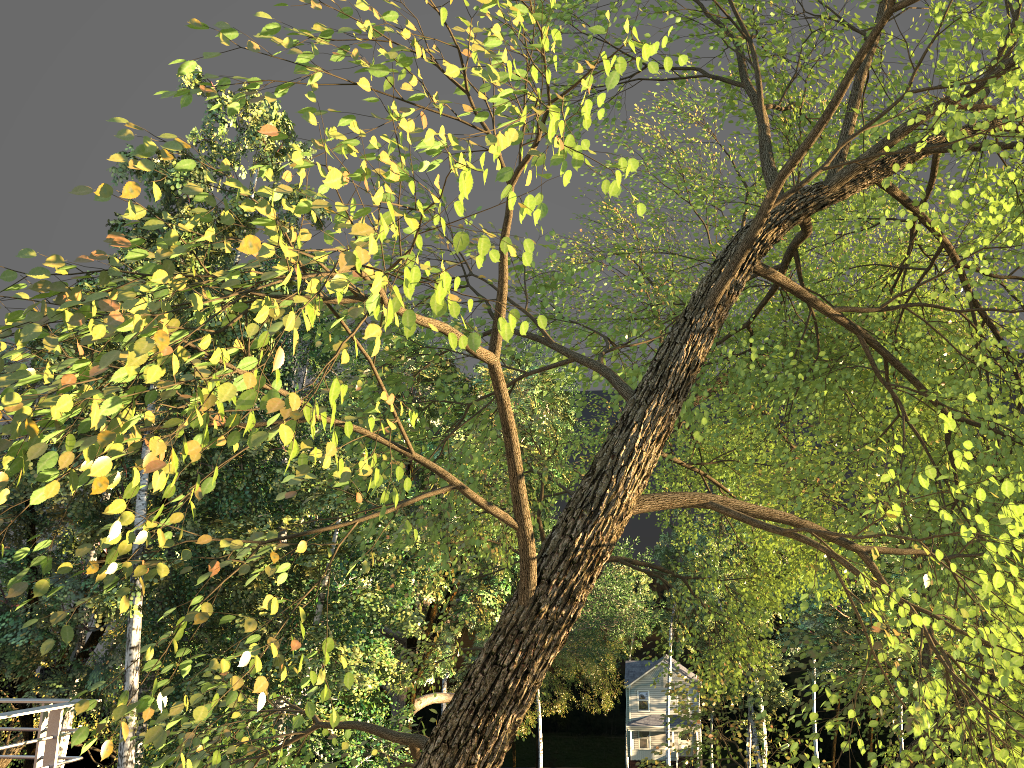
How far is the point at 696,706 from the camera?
10.0 meters
